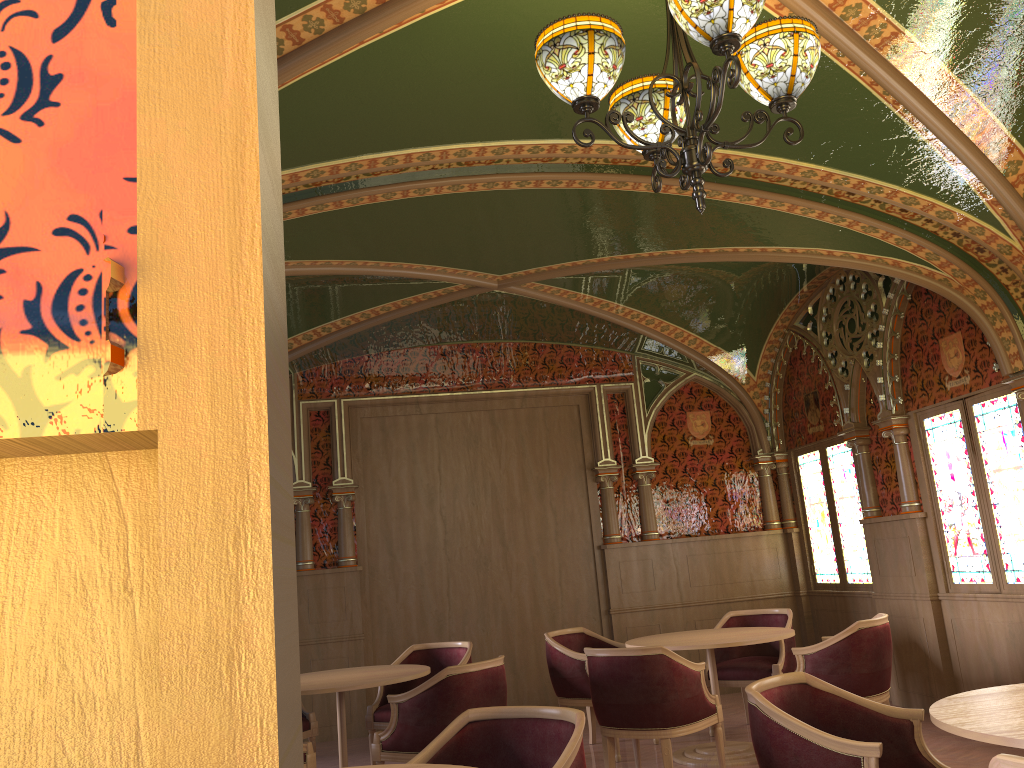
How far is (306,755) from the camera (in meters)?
4.86

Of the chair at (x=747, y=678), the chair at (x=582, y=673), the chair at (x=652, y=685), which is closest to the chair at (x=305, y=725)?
the chair at (x=582, y=673)

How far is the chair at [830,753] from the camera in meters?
2.9 m

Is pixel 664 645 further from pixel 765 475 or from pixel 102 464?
pixel 102 464

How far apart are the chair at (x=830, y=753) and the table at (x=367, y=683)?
2.56m

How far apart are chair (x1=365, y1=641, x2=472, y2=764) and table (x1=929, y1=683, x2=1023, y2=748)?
3.74m

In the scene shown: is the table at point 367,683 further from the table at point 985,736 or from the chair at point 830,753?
the table at point 985,736

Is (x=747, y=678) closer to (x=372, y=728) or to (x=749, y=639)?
(x=749, y=639)

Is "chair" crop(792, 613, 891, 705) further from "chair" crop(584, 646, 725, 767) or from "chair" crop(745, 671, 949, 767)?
"chair" crop(745, 671, 949, 767)

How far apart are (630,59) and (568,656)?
4.13m
